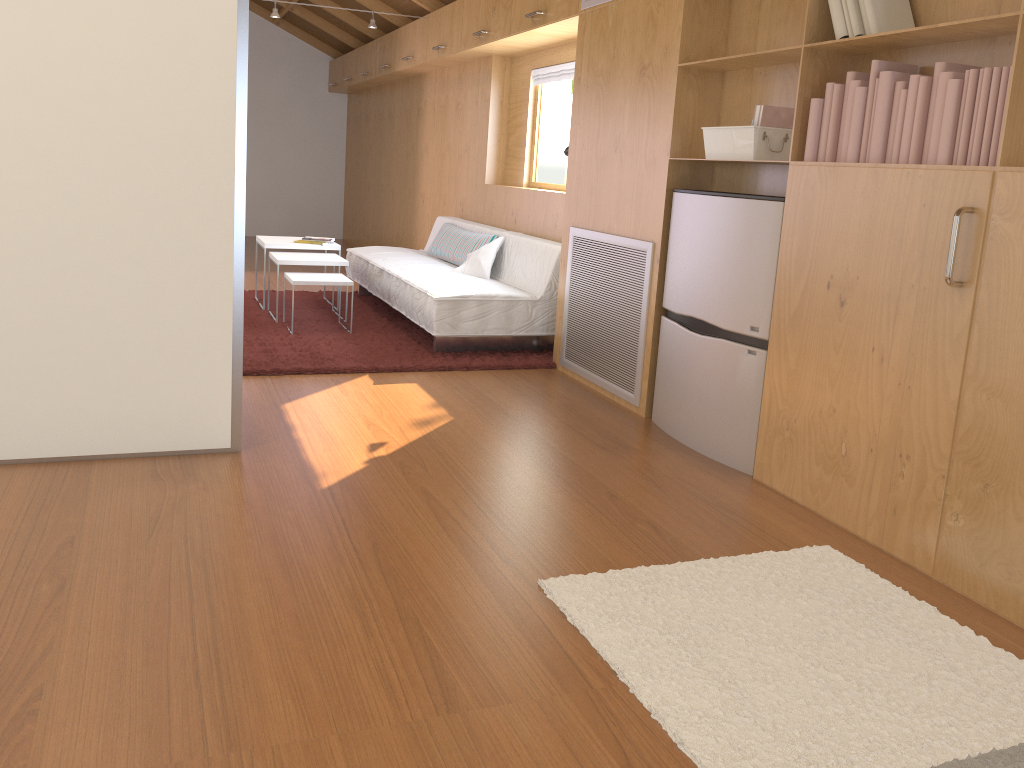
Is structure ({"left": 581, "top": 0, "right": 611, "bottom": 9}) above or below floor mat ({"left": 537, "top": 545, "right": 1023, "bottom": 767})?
above

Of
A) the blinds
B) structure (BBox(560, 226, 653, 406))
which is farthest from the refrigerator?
the blinds

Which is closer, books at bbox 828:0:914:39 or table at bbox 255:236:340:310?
books at bbox 828:0:914:39

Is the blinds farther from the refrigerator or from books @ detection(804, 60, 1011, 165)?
books @ detection(804, 60, 1011, 165)

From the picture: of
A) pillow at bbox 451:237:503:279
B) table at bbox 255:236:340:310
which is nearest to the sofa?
pillow at bbox 451:237:503:279

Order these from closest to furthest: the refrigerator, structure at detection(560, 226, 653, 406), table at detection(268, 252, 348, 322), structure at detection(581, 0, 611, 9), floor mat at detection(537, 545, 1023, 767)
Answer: floor mat at detection(537, 545, 1023, 767) → the refrigerator → structure at detection(560, 226, 653, 406) → structure at detection(581, 0, 611, 9) → table at detection(268, 252, 348, 322)

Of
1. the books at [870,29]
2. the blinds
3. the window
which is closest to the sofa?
the window

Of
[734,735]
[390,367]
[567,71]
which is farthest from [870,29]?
[567,71]

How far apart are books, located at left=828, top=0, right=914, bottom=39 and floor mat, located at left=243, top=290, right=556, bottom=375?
2.31m

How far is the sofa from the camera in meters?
4.6
